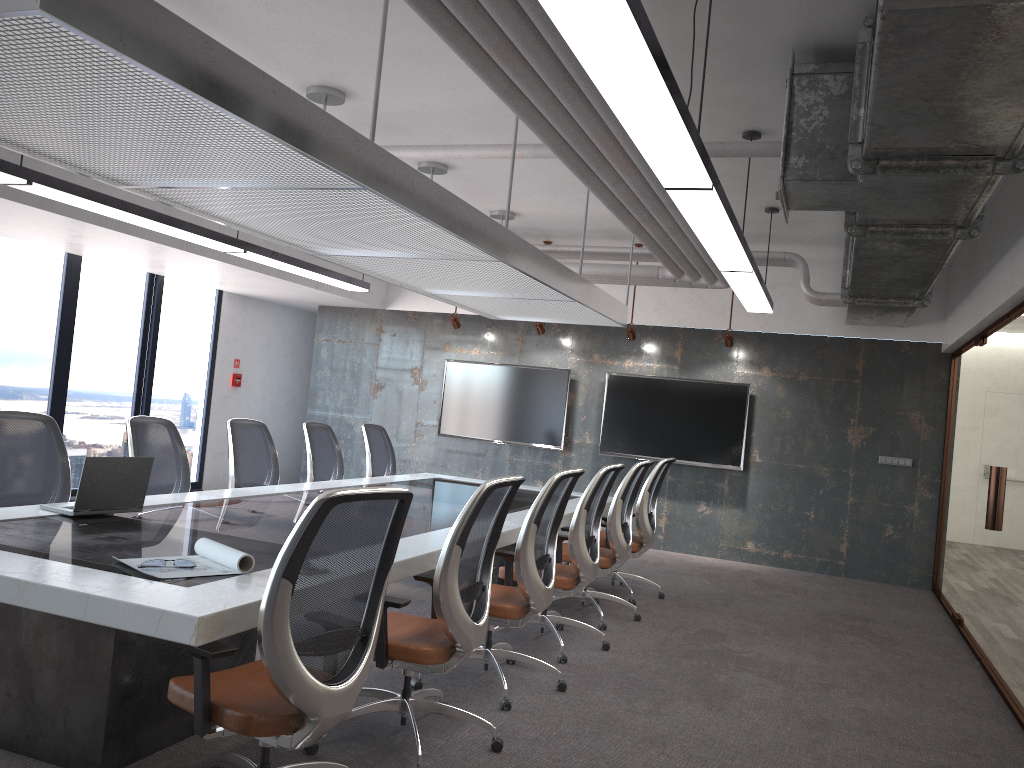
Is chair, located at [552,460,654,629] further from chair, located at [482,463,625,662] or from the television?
the television

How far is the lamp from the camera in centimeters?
233cm

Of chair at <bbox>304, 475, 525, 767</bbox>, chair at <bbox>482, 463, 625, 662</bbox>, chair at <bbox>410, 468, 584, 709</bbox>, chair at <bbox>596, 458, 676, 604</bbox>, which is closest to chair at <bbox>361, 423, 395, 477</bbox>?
chair at <bbox>596, 458, 676, 604</bbox>

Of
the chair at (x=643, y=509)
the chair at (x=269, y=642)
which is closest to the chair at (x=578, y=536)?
the chair at (x=643, y=509)

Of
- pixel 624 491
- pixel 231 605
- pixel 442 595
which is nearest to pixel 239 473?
pixel 624 491

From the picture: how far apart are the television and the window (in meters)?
2.99

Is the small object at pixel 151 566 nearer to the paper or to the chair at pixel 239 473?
the paper

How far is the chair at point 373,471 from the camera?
7.9m

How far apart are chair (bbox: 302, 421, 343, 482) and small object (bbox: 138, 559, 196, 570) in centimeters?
384cm

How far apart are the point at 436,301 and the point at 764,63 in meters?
7.0
